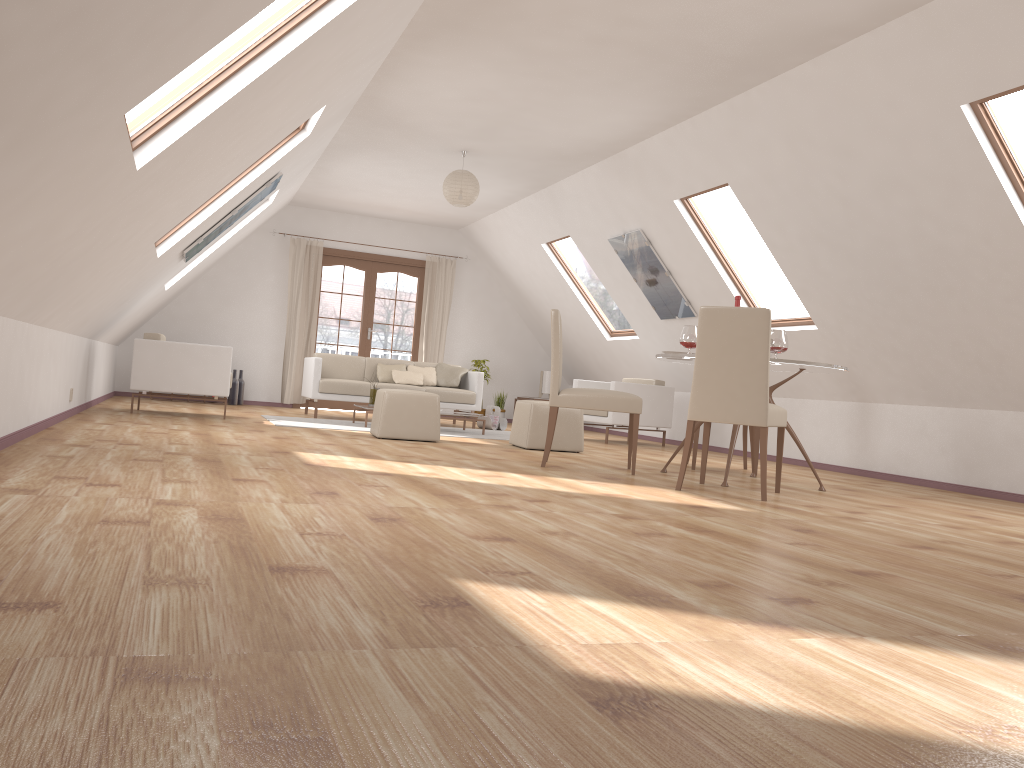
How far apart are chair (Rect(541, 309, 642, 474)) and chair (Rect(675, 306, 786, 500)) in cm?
45

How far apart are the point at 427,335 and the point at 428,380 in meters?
1.9

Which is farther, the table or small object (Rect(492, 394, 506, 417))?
small object (Rect(492, 394, 506, 417))

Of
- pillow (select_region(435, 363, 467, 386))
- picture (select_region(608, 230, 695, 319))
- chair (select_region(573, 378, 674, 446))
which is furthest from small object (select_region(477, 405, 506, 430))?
picture (select_region(608, 230, 695, 319))

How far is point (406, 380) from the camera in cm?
984

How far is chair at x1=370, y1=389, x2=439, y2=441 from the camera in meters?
6.9

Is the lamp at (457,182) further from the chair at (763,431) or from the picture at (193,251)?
the chair at (763,431)

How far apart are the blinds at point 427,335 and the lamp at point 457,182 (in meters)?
3.95

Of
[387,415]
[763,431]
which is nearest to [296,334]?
[387,415]

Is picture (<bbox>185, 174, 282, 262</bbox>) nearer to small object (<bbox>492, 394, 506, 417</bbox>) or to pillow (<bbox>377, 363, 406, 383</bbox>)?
pillow (<bbox>377, 363, 406, 383</bbox>)
